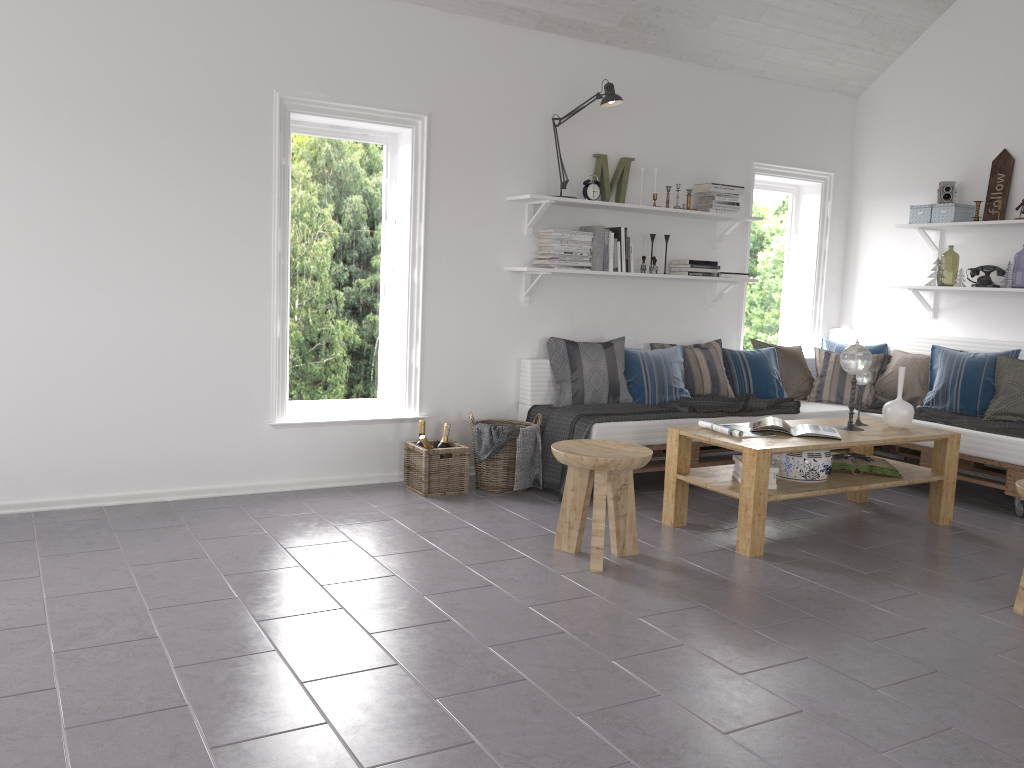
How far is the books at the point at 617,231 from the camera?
5.43m

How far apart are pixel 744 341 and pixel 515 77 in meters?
2.7 m

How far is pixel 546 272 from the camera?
5.15m

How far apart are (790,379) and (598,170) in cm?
199

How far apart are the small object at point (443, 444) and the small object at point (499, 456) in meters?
0.2 m

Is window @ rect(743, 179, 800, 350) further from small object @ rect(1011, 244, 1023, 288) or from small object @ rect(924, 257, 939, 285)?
small object @ rect(1011, 244, 1023, 288)

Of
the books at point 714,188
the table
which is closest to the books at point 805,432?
the table

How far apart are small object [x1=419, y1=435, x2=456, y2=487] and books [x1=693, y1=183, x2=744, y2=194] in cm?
257

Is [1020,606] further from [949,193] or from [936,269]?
[949,193]

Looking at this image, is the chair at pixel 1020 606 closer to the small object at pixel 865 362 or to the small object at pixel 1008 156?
the small object at pixel 865 362
